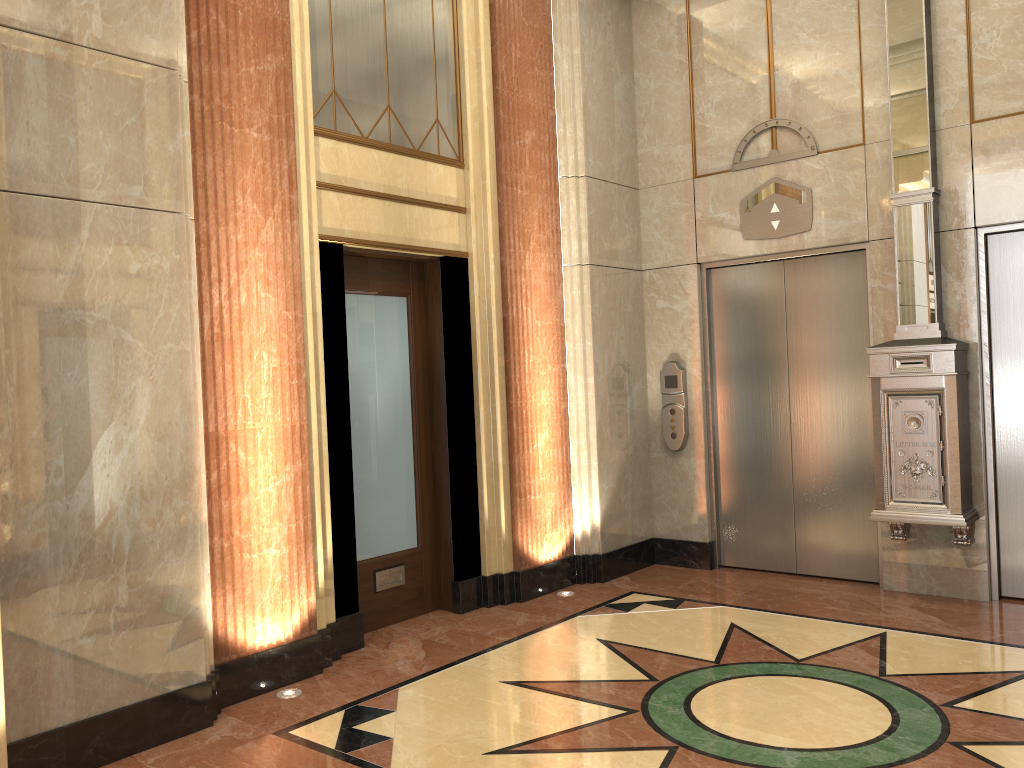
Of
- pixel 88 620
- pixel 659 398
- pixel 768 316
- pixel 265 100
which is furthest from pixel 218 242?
pixel 768 316

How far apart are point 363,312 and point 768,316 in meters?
2.8 m
